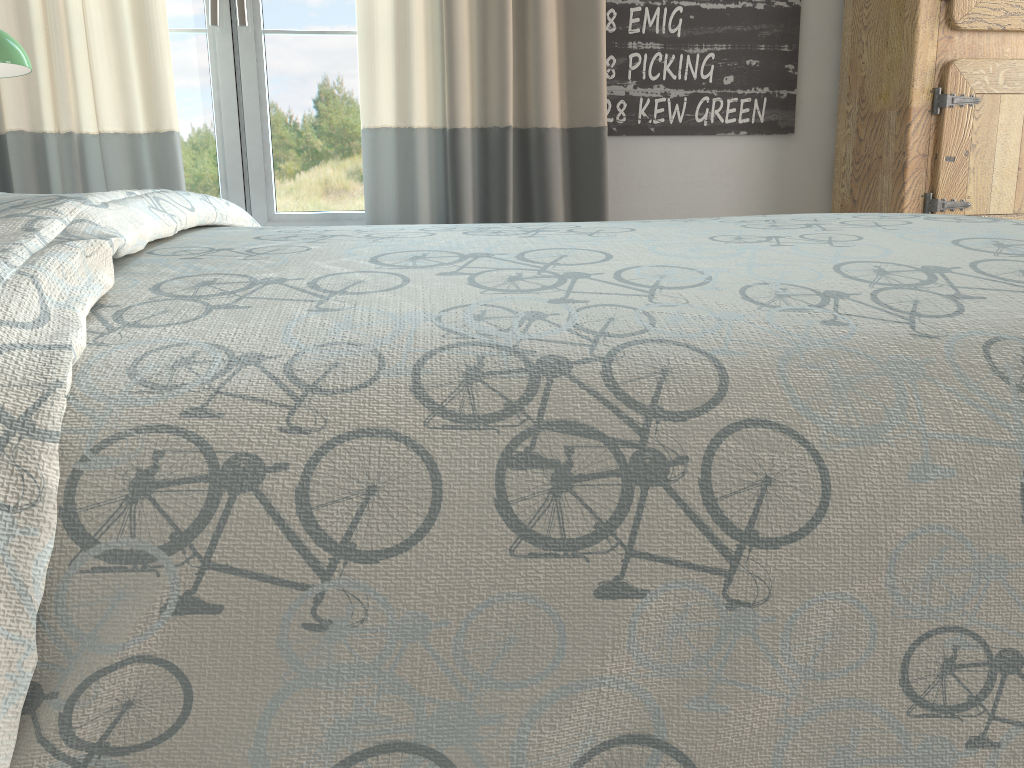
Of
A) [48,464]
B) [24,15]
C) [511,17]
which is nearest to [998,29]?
[511,17]

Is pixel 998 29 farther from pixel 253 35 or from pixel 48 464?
pixel 48 464

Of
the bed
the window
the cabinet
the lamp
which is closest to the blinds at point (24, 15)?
the window

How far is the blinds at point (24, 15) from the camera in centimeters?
199cm

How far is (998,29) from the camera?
2.1 meters

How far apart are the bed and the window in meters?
1.0

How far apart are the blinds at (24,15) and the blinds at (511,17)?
0.44m

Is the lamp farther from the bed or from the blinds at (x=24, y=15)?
the bed

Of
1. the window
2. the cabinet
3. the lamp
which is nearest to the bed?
the lamp

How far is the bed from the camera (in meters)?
0.41
